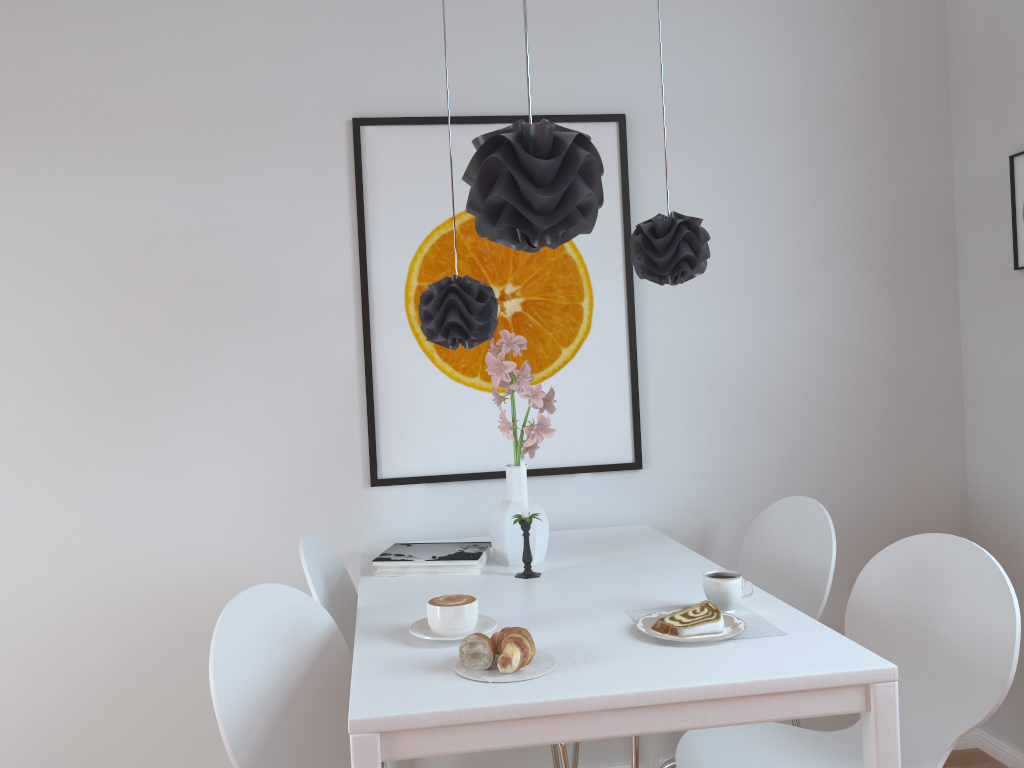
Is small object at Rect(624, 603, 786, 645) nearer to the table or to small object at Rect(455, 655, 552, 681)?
the table

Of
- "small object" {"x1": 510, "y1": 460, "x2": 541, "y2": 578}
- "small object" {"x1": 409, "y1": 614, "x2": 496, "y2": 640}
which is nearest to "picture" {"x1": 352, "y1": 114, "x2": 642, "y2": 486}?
"small object" {"x1": 510, "y1": 460, "x2": 541, "y2": 578}

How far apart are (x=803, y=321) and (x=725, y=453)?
0.47m

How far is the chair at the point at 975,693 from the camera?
1.7m

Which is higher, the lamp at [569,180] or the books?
the lamp at [569,180]

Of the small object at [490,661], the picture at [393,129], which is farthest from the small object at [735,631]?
the picture at [393,129]

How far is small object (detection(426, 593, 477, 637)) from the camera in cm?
158

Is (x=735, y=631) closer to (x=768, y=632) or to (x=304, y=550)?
(x=768, y=632)

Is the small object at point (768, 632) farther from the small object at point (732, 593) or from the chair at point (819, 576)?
the chair at point (819, 576)

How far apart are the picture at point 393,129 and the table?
0.18m
